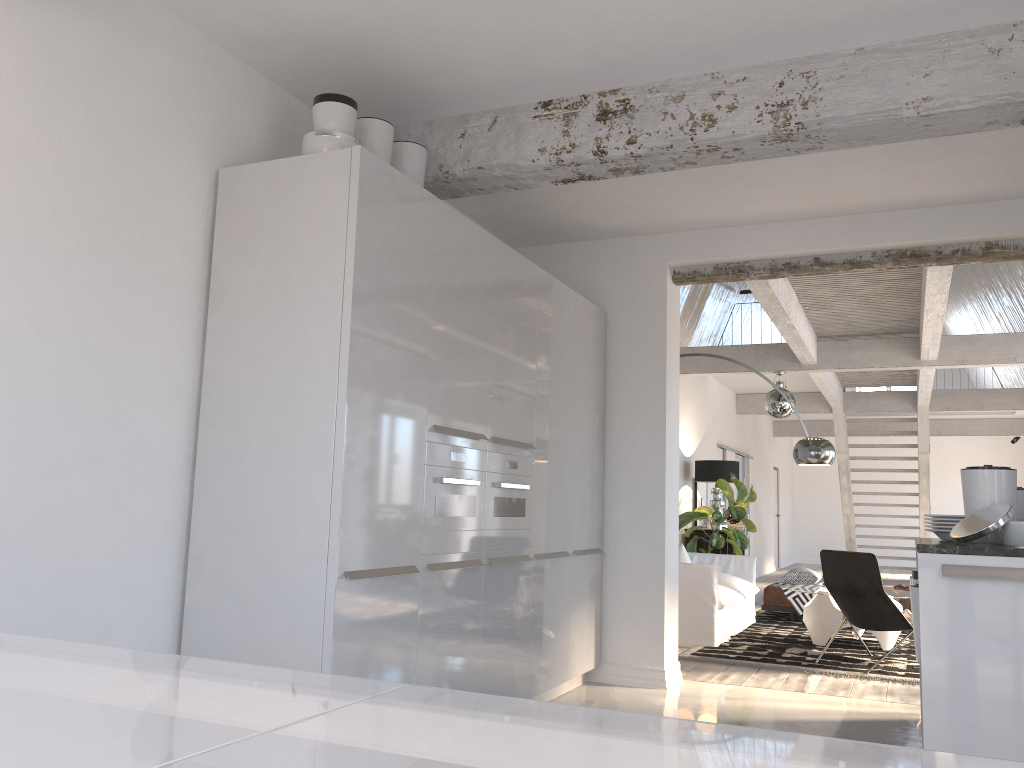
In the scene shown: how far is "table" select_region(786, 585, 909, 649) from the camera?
7.23m

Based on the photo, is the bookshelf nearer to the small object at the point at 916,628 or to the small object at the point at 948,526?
the small object at the point at 948,526

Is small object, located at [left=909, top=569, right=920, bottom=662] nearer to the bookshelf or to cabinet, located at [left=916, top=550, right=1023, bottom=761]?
cabinet, located at [left=916, top=550, right=1023, bottom=761]

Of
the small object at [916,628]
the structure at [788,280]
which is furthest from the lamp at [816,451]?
the small object at [916,628]

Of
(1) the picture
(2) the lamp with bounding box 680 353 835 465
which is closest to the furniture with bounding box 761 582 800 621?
(1) the picture

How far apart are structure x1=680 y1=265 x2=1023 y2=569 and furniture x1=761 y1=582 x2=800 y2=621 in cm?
235

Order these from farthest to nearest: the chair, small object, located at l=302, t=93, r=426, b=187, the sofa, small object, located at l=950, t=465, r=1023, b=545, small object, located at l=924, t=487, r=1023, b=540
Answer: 1. the sofa
2. the chair
3. small object, located at l=924, t=487, r=1023, b=540
4. small object, located at l=302, t=93, r=426, b=187
5. small object, located at l=950, t=465, r=1023, b=545

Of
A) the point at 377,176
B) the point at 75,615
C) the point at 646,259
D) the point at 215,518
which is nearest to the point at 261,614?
the point at 215,518

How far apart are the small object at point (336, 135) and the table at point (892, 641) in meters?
5.2 m

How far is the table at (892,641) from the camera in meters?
7.2 m
